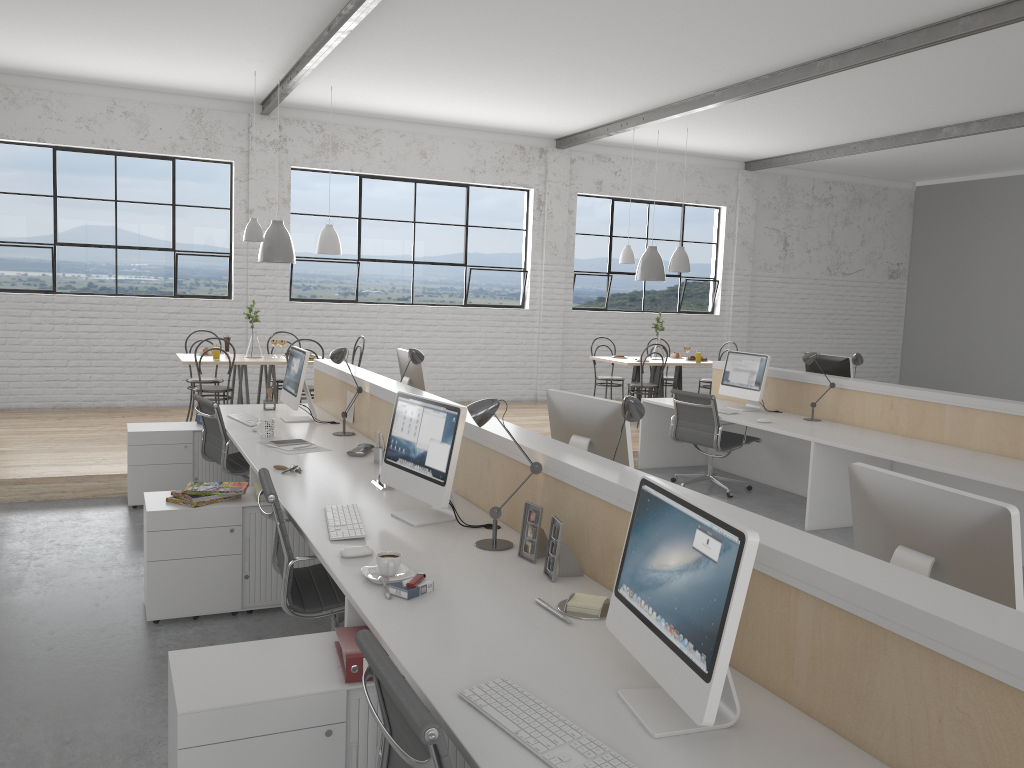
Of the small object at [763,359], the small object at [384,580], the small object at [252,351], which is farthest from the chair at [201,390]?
the small object at [384,580]

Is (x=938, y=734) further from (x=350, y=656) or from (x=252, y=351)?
(x=252, y=351)

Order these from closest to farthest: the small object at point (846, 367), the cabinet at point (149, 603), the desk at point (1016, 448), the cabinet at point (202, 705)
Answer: the cabinet at point (202, 705) < the cabinet at point (149, 603) < the desk at point (1016, 448) < the small object at point (846, 367)

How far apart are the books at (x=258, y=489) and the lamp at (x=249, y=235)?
3.2m

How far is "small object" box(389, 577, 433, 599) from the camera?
2.0 meters

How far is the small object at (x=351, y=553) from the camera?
2.3m

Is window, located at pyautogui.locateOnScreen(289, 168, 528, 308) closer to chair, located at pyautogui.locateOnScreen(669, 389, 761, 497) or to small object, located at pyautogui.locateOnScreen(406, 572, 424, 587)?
chair, located at pyautogui.locateOnScreen(669, 389, 761, 497)

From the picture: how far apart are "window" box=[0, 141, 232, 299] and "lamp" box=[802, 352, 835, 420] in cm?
475

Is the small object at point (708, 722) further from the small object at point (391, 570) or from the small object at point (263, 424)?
the small object at point (263, 424)

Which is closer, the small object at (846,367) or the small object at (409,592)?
the small object at (409,592)
